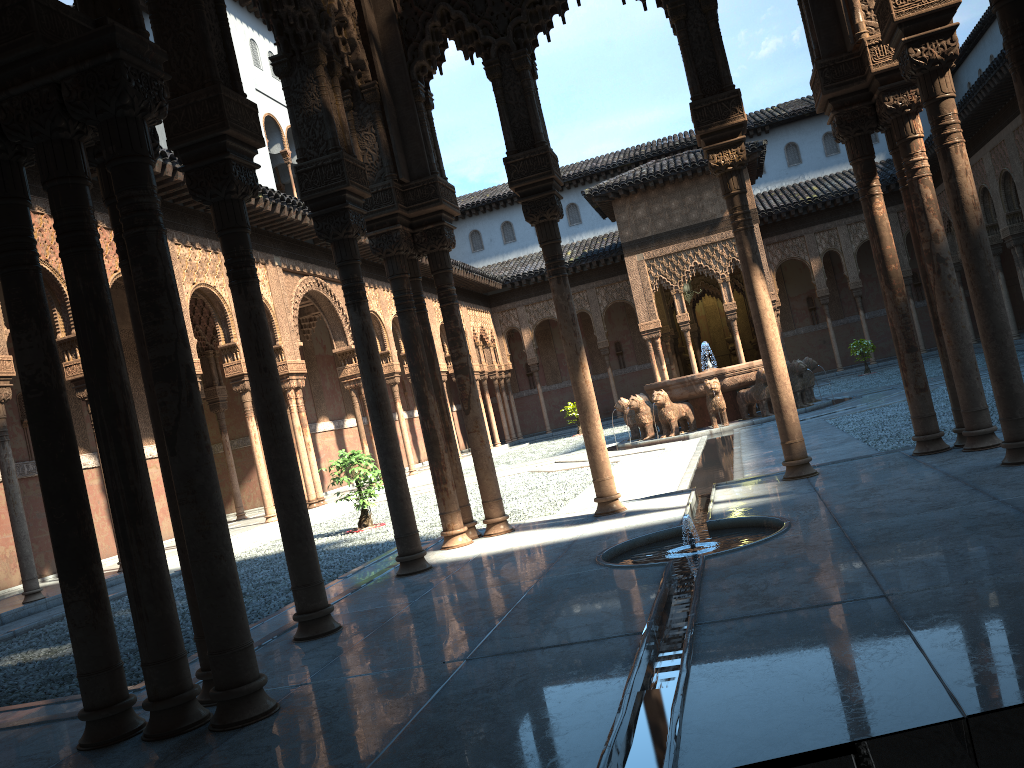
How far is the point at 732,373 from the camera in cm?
1785

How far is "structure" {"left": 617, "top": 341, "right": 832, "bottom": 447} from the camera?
17.8m

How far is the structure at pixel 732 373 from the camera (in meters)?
17.84
